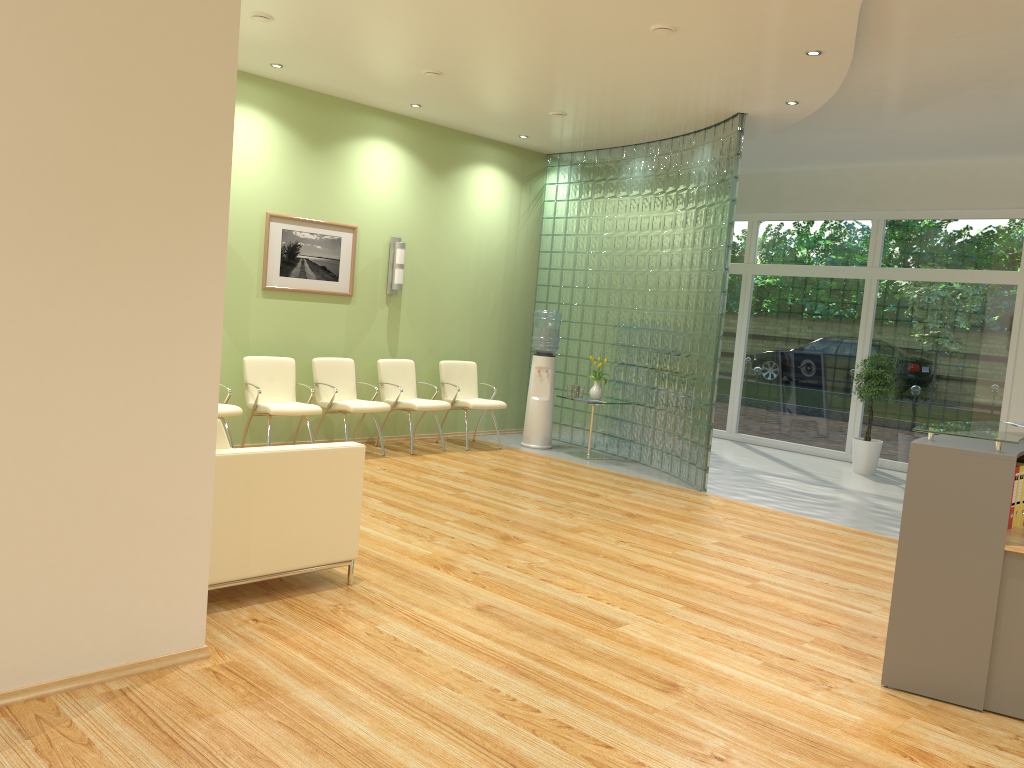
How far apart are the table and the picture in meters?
2.9

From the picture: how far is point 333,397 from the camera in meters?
8.2 m

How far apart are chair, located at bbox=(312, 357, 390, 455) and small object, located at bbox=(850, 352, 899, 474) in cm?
520

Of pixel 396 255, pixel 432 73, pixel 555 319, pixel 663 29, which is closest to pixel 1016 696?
pixel 663 29

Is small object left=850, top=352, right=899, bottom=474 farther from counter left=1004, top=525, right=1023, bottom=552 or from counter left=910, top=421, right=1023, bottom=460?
counter left=1004, top=525, right=1023, bottom=552

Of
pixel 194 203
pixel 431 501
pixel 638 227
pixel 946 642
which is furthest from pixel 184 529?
pixel 638 227

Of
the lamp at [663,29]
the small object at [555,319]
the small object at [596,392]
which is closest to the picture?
the small object at [555,319]

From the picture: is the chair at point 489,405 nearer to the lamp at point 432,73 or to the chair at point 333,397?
the chair at point 333,397

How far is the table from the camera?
9.4m

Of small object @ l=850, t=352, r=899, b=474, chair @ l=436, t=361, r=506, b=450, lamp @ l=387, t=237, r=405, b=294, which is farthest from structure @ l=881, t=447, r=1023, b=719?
small object @ l=850, t=352, r=899, b=474
